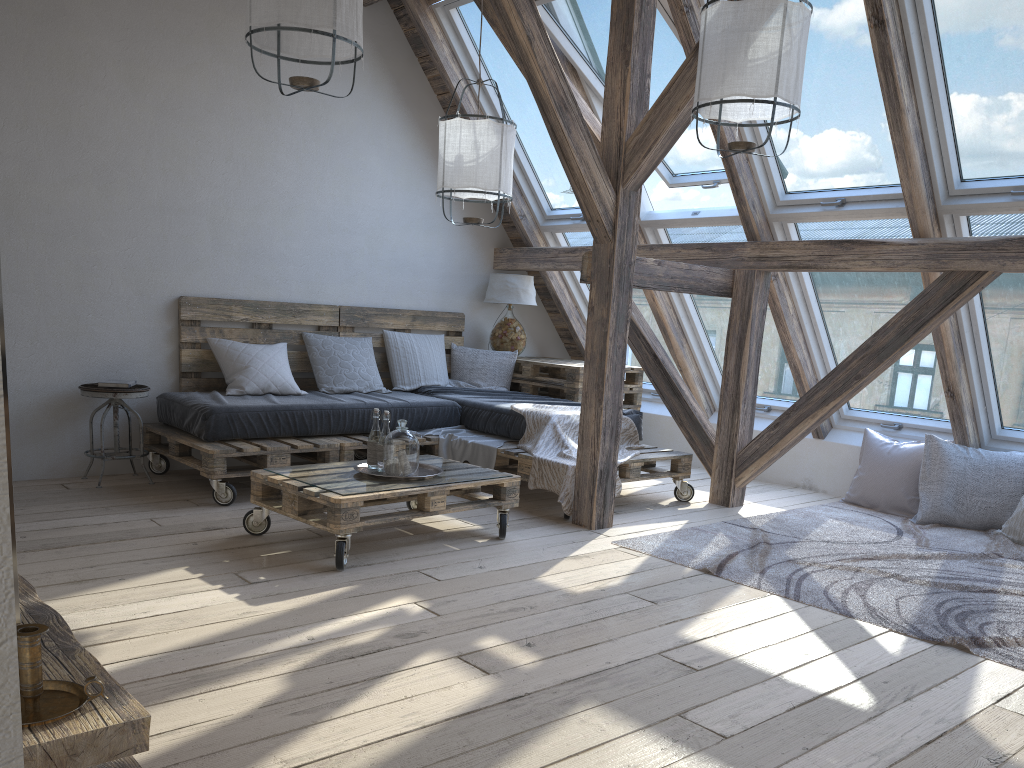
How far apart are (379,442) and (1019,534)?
3.3m

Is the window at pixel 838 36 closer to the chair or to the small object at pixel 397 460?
the small object at pixel 397 460

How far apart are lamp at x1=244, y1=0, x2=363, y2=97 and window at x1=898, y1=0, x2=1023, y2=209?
2.30m

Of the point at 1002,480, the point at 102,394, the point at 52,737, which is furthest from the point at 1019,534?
the point at 102,394

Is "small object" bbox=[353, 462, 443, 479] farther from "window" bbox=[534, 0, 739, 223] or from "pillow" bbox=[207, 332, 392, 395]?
"window" bbox=[534, 0, 739, 223]

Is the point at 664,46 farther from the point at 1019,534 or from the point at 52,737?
the point at 52,737

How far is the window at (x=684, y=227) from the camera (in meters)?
5.48

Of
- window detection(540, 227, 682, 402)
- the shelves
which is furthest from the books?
the shelves

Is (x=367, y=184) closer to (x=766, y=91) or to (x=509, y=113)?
(x=509, y=113)

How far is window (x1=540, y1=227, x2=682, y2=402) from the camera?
6.3m
